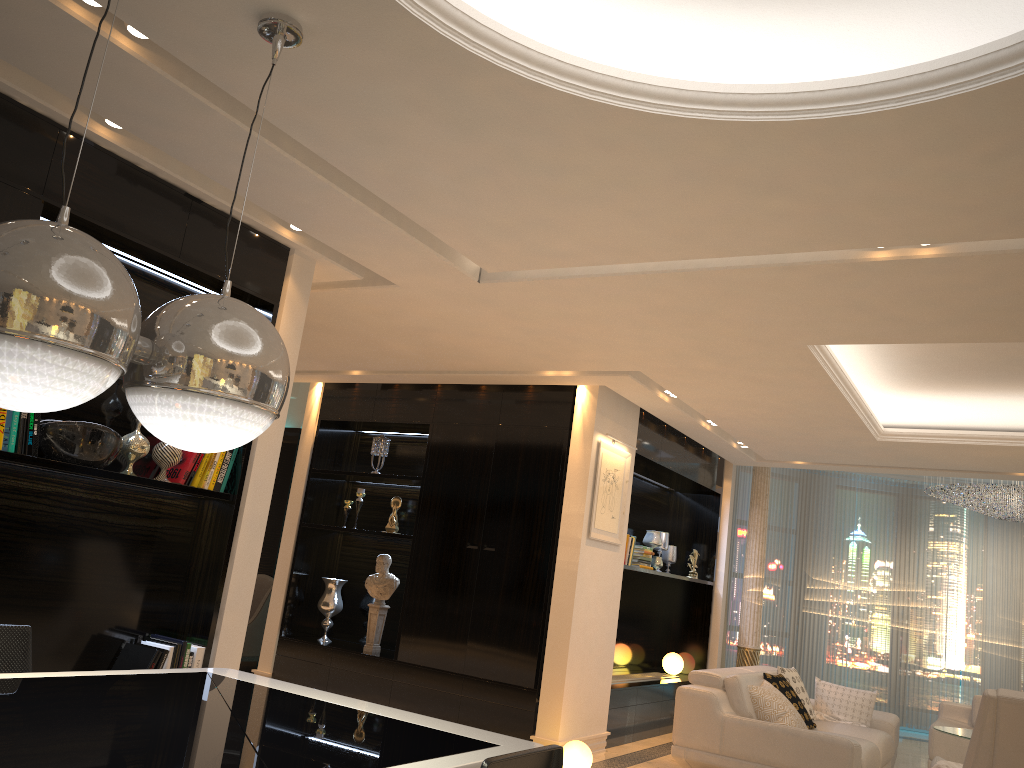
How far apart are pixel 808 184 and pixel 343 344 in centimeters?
395cm

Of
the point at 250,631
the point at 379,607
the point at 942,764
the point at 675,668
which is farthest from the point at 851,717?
the point at 250,631

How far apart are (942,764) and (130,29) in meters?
5.0

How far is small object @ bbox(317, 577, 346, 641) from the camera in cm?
758

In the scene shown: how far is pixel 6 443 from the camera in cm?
319

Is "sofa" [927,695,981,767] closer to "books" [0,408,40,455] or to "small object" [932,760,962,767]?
"small object" [932,760,962,767]

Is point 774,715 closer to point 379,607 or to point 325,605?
point 379,607

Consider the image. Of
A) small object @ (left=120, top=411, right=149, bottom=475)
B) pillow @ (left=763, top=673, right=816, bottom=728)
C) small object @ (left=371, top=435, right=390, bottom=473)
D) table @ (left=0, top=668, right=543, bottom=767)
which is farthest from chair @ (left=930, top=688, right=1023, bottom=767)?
small object @ (left=371, top=435, right=390, bottom=473)

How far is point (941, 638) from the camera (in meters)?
10.79

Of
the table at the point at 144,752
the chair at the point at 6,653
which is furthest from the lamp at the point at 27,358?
the chair at the point at 6,653
